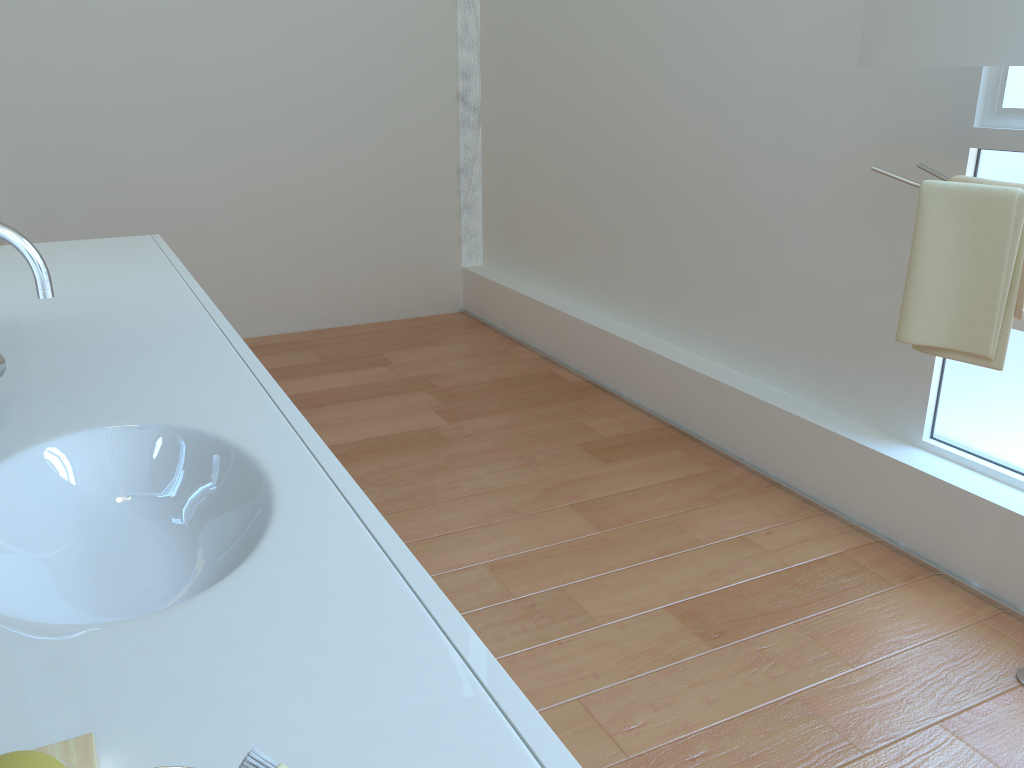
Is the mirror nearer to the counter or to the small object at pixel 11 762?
the counter

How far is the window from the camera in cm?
204

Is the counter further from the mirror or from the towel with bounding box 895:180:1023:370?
the mirror

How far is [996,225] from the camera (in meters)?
1.71

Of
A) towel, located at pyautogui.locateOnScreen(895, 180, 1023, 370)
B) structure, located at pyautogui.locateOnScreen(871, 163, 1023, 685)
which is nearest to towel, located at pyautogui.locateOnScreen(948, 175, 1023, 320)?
towel, located at pyautogui.locateOnScreen(895, 180, 1023, 370)

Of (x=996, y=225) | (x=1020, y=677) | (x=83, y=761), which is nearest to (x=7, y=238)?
(x=83, y=761)

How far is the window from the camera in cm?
204

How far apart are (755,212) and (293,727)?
2.48m

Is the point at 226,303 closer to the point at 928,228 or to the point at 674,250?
the point at 674,250

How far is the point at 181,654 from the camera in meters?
0.7 m
